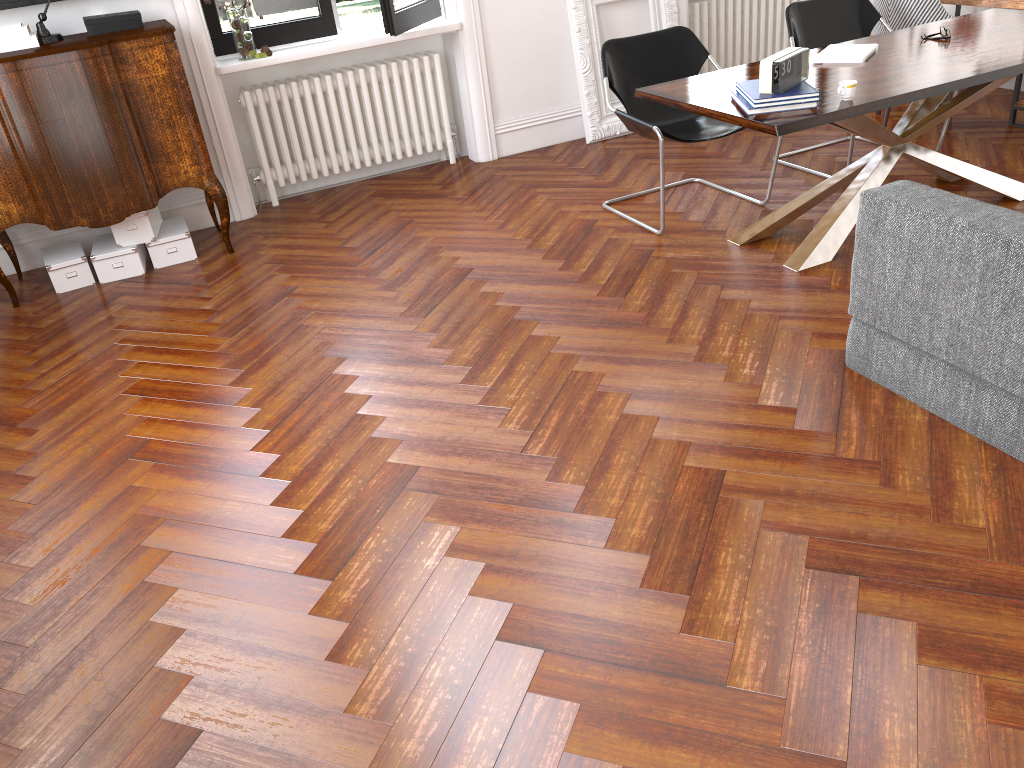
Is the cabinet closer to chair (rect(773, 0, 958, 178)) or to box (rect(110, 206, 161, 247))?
box (rect(110, 206, 161, 247))

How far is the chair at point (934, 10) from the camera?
5.2 meters

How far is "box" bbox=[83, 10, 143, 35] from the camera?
4.6m

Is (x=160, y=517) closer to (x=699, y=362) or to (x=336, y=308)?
(x=336, y=308)

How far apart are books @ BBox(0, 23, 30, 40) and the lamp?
0.1m

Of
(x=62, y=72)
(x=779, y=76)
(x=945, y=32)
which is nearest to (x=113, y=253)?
(x=62, y=72)

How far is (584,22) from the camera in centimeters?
593cm

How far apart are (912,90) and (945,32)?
1.07m

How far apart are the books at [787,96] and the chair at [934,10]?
2.27m

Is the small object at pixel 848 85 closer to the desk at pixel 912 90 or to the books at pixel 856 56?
the desk at pixel 912 90
